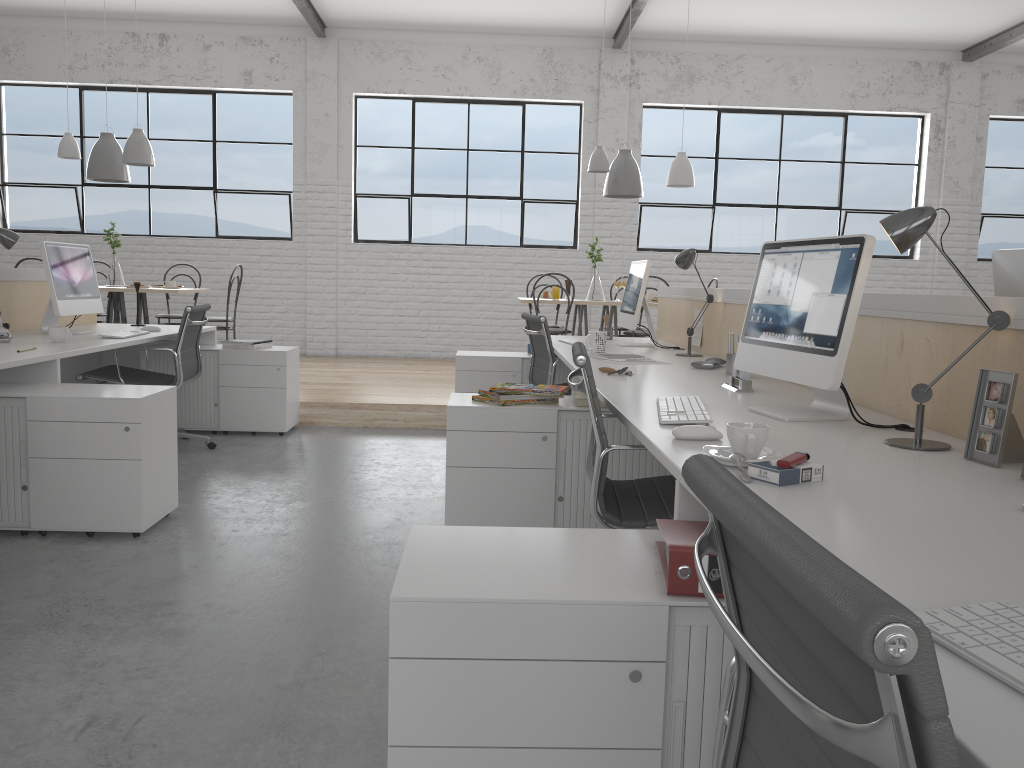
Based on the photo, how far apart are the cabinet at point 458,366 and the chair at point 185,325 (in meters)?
1.12

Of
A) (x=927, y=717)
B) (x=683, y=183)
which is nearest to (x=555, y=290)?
(x=683, y=183)

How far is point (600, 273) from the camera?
7.0 meters

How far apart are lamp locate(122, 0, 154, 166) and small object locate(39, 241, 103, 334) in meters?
1.8 m

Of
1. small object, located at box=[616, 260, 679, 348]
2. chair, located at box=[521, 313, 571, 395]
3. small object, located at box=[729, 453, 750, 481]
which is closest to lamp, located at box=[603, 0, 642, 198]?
small object, located at box=[616, 260, 679, 348]

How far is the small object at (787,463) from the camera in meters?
1.2

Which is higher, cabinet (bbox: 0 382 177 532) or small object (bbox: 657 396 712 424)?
small object (bbox: 657 396 712 424)

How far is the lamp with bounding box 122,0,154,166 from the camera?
5.4 meters

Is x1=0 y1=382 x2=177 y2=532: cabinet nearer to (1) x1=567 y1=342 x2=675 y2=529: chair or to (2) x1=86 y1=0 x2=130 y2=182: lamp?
(1) x1=567 y1=342 x2=675 y2=529: chair

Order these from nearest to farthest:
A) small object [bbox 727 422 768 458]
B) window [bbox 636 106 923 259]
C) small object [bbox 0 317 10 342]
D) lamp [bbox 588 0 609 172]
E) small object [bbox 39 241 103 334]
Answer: small object [bbox 727 422 768 458] → small object [bbox 0 317 10 342] → small object [bbox 39 241 103 334] → lamp [bbox 588 0 609 172] → window [bbox 636 106 923 259]
